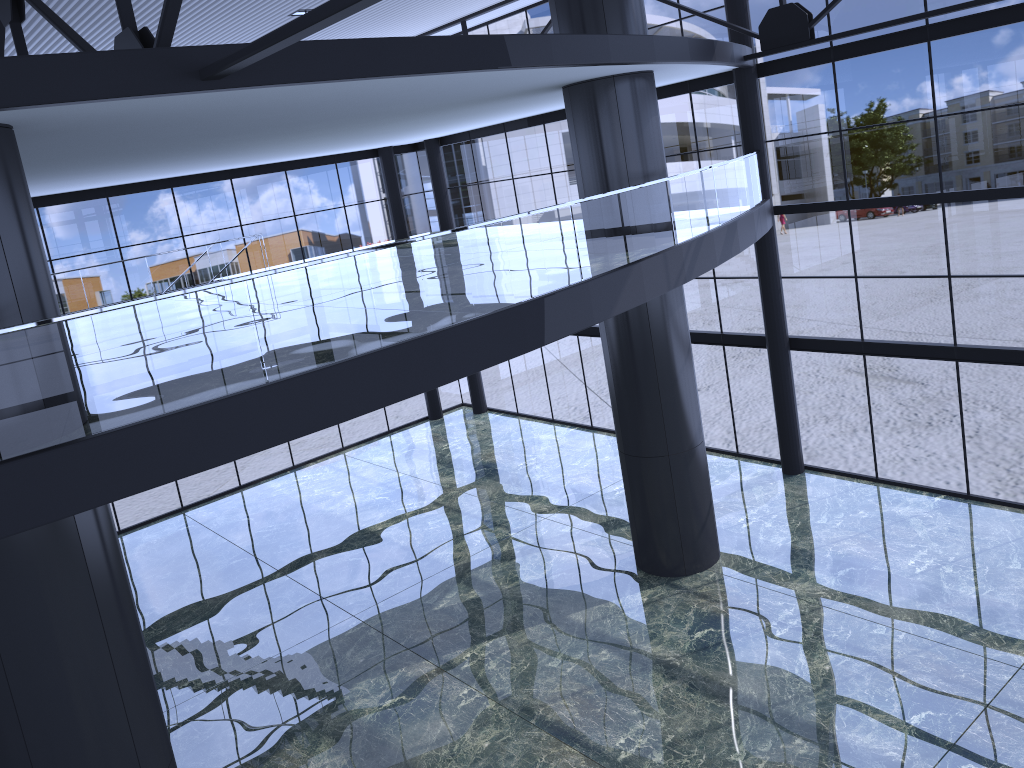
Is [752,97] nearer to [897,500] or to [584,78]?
[584,78]
